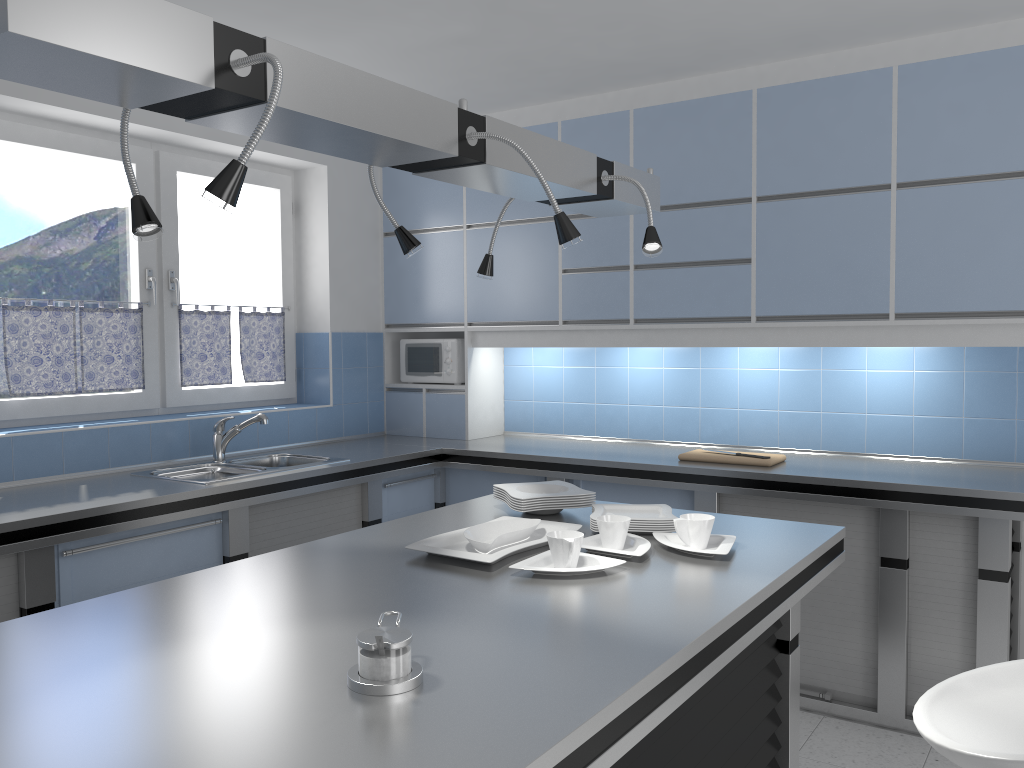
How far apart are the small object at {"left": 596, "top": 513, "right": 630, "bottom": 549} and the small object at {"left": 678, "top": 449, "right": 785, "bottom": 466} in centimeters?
165cm

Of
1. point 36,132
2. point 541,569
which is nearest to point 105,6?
point 541,569

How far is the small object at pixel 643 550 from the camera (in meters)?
2.23

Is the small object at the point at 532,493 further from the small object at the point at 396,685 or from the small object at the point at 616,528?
the small object at the point at 396,685

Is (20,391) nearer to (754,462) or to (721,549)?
A: (721,549)

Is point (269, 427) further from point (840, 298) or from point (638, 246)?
point (840, 298)

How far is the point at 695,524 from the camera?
2.3 meters

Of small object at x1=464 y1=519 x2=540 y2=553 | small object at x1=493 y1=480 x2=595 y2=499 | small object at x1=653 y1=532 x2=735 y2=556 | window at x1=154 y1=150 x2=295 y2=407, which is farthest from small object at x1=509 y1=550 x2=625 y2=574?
window at x1=154 y1=150 x2=295 y2=407

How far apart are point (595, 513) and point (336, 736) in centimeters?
141cm

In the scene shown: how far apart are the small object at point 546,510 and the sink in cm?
144
